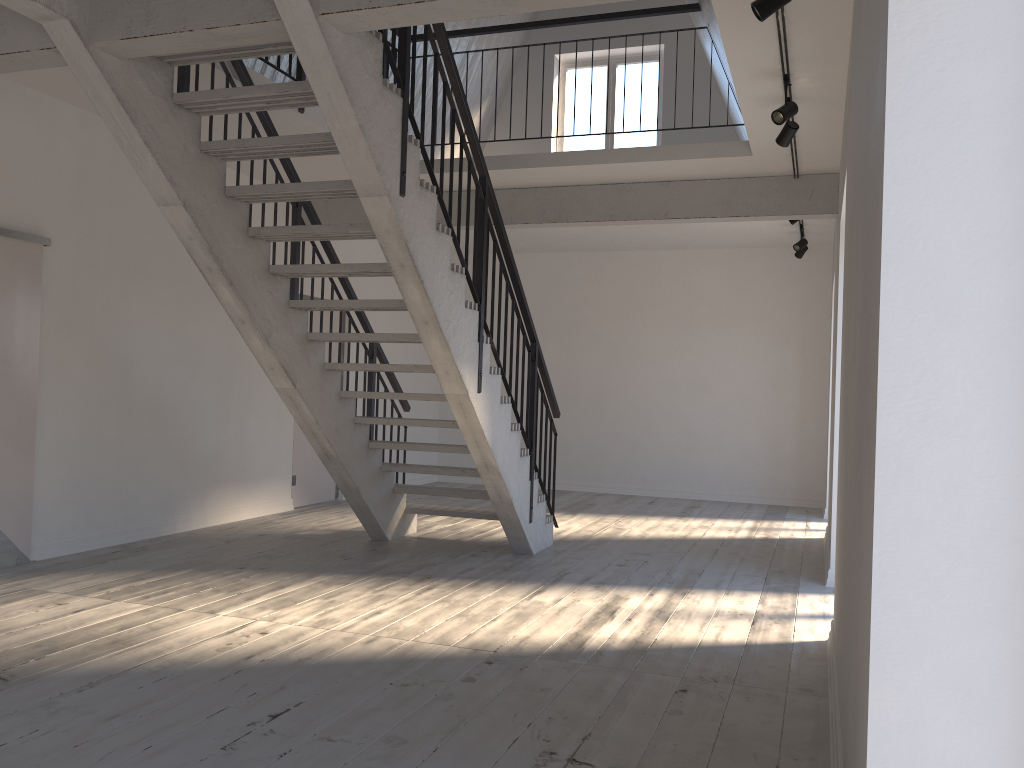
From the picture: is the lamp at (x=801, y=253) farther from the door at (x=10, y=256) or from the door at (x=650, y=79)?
the door at (x=10, y=256)

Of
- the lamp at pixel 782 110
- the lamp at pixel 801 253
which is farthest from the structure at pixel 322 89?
the lamp at pixel 801 253

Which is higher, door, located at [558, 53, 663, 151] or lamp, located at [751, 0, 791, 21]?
door, located at [558, 53, 663, 151]

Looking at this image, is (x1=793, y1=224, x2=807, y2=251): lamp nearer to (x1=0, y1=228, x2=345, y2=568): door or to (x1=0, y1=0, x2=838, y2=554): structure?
(x1=0, y1=0, x2=838, y2=554): structure

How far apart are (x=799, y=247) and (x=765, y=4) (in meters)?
5.63

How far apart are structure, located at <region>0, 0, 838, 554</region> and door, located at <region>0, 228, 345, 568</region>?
1.01m

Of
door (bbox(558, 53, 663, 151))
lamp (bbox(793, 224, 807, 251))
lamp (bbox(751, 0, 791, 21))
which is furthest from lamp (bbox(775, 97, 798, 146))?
door (bbox(558, 53, 663, 151))

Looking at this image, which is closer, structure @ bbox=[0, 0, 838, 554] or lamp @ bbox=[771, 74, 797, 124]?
structure @ bbox=[0, 0, 838, 554]

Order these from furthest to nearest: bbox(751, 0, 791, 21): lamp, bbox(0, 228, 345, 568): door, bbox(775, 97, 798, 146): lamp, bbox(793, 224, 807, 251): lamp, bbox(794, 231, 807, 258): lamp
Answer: bbox(794, 231, 807, 258): lamp < bbox(793, 224, 807, 251): lamp < bbox(0, 228, 345, 568): door < bbox(775, 97, 798, 146): lamp < bbox(751, 0, 791, 21): lamp

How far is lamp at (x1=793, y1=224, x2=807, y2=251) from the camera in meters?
8.8
